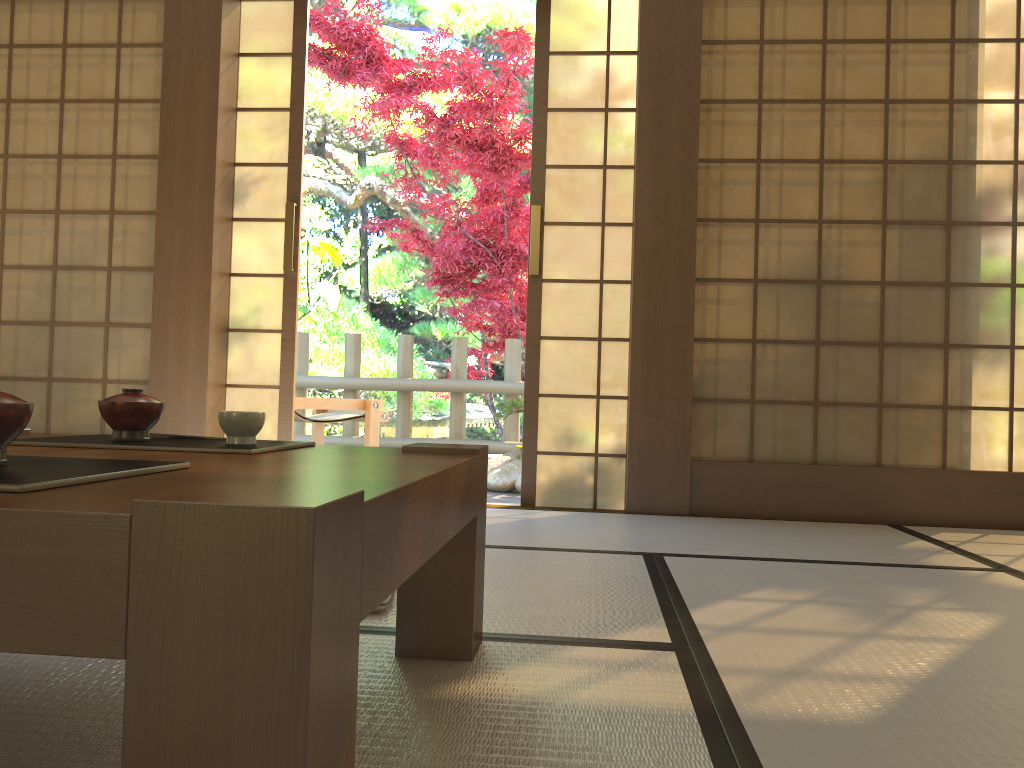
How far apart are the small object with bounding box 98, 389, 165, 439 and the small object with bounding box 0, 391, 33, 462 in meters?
0.5

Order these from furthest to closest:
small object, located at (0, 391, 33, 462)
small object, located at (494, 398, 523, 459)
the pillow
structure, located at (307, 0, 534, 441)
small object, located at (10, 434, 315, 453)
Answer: structure, located at (307, 0, 534, 441)
small object, located at (494, 398, 523, 459)
the pillow
small object, located at (10, 434, 315, 453)
small object, located at (0, 391, 33, 462)

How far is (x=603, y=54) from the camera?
3.86m

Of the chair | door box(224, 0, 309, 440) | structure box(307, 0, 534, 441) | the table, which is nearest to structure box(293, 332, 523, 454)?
structure box(307, 0, 534, 441)

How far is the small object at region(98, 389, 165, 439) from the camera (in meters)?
1.38

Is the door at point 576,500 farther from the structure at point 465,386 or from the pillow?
the structure at point 465,386

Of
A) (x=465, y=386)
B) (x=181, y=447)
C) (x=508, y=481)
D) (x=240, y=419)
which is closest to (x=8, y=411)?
(x=181, y=447)

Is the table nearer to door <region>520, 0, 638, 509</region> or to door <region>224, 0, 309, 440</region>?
door <region>520, 0, 638, 509</region>

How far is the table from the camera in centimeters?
60cm

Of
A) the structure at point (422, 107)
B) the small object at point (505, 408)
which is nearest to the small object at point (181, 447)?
the small object at point (505, 408)
